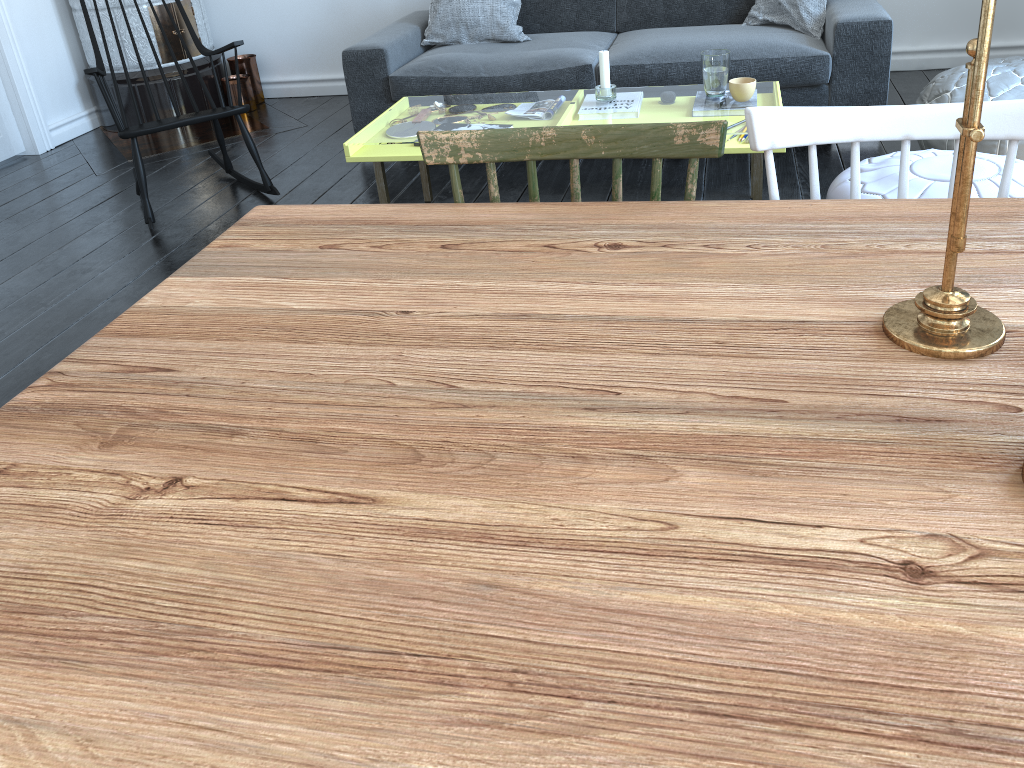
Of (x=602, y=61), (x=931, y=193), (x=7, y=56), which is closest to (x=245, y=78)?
(x=7, y=56)

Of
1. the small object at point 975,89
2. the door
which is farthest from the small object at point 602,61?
the door

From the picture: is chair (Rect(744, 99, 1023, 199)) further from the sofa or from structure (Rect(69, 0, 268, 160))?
structure (Rect(69, 0, 268, 160))

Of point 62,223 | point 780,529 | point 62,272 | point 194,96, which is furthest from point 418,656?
point 194,96

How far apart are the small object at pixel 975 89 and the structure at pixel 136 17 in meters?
4.4

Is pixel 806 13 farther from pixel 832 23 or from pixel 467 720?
pixel 467 720

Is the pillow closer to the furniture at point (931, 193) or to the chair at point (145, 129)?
the chair at point (145, 129)

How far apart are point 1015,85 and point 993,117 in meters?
2.1 m

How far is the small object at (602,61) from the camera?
2.92m

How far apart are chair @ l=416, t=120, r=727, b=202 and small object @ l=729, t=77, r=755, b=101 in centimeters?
166cm
